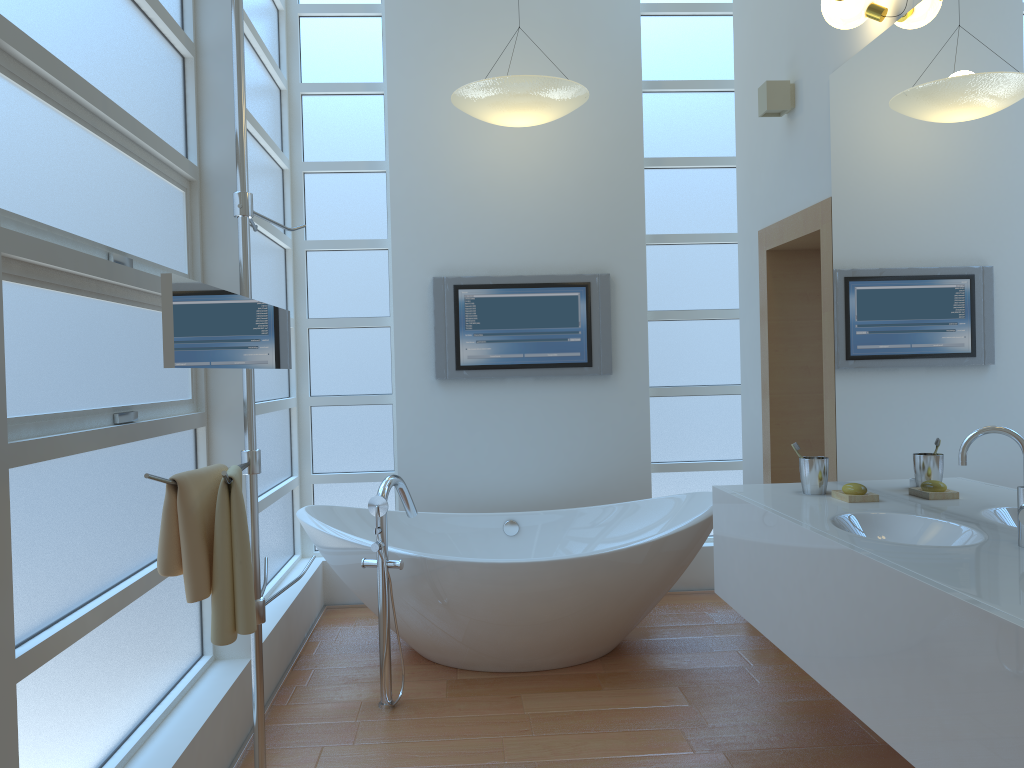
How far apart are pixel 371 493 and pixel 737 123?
2.6 meters

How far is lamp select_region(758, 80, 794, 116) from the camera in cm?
344

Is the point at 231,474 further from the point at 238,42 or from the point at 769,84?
the point at 769,84

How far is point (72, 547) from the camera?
1.96m

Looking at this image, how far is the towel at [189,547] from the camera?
1.8m

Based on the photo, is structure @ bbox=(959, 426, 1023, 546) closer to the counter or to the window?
the counter

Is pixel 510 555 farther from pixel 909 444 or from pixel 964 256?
pixel 964 256

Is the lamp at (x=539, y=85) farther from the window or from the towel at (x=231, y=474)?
the towel at (x=231, y=474)

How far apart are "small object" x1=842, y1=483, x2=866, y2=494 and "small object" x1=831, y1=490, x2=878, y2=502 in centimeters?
2cm

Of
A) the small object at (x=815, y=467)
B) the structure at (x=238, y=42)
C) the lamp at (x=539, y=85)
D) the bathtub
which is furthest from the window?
the small object at (x=815, y=467)
